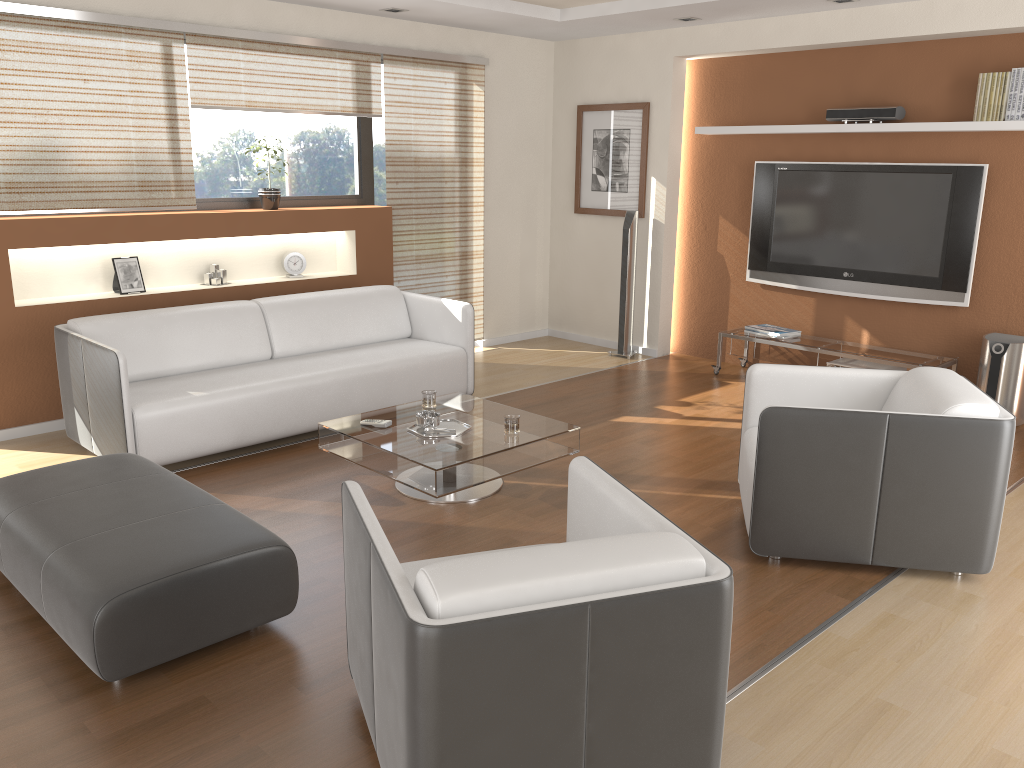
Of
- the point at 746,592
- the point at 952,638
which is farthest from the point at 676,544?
the point at 952,638

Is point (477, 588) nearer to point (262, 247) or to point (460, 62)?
point (262, 247)

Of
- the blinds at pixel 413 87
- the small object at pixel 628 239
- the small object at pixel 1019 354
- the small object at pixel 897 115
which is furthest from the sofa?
the small object at pixel 1019 354

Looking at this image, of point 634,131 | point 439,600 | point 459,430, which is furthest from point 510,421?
point 634,131

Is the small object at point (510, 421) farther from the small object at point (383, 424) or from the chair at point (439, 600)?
the chair at point (439, 600)

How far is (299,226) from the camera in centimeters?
599cm

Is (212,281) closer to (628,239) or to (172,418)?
(172,418)

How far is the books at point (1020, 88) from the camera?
5.1 meters

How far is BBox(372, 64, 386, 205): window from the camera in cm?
670

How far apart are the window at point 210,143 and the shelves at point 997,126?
2.59m
